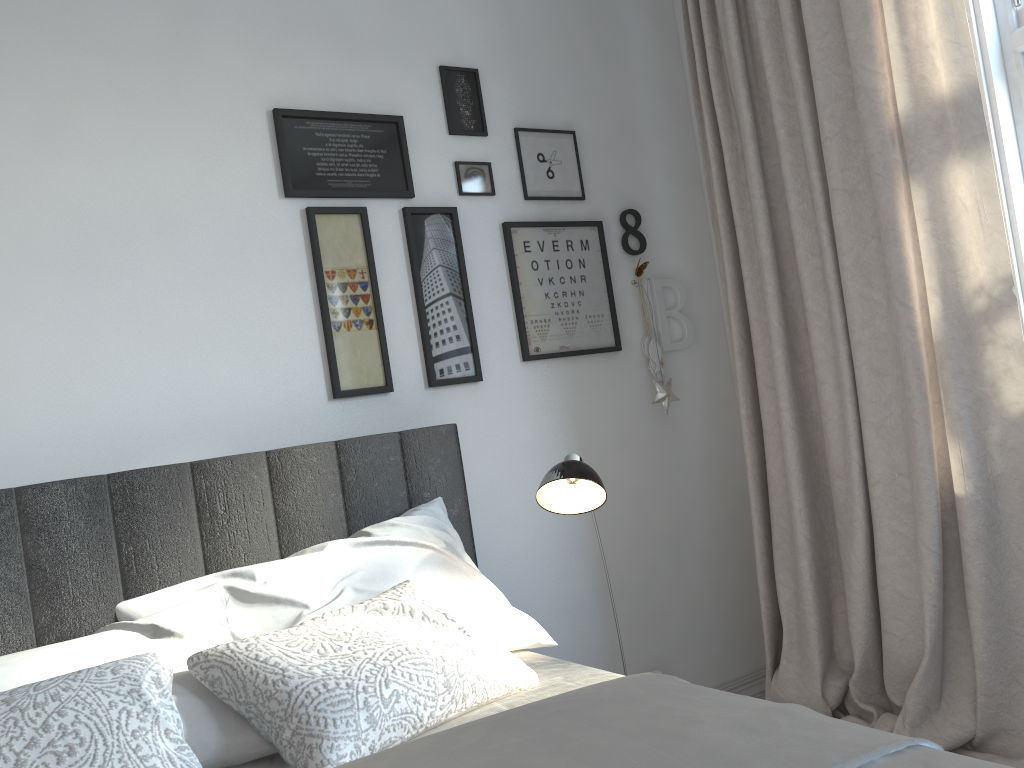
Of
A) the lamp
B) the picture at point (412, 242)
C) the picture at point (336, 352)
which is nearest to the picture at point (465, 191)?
the picture at point (412, 242)

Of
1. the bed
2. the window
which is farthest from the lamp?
the window

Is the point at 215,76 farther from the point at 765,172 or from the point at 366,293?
the point at 765,172

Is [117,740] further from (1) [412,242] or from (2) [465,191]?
(2) [465,191]

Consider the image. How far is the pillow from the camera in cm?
122

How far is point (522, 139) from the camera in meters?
2.7 m

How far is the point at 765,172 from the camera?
2.6m

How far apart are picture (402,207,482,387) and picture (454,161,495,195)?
0.1 meters

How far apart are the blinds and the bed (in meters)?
0.87

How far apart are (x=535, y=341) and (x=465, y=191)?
0.5m
